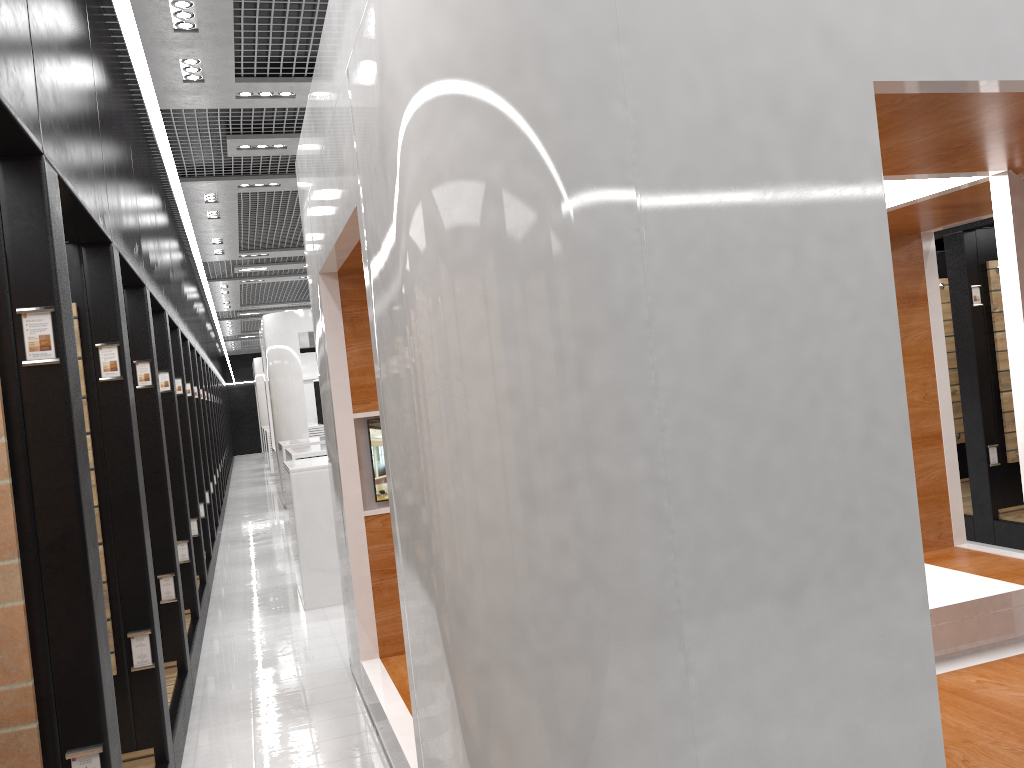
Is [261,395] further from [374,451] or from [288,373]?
[374,451]

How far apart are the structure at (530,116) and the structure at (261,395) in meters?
22.9

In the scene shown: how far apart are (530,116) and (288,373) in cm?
1321

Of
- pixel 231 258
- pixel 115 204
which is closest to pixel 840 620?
pixel 115 204

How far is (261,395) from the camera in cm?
2762

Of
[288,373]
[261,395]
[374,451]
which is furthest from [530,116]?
[261,395]

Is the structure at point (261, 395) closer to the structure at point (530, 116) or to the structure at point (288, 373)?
the structure at point (288, 373)

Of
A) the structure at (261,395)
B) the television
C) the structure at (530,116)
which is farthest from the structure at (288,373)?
the television

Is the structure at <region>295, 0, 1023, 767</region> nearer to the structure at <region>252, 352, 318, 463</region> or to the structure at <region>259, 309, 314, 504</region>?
the structure at <region>259, 309, 314, 504</region>

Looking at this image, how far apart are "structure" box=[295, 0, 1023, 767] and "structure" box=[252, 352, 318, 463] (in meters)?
22.91
